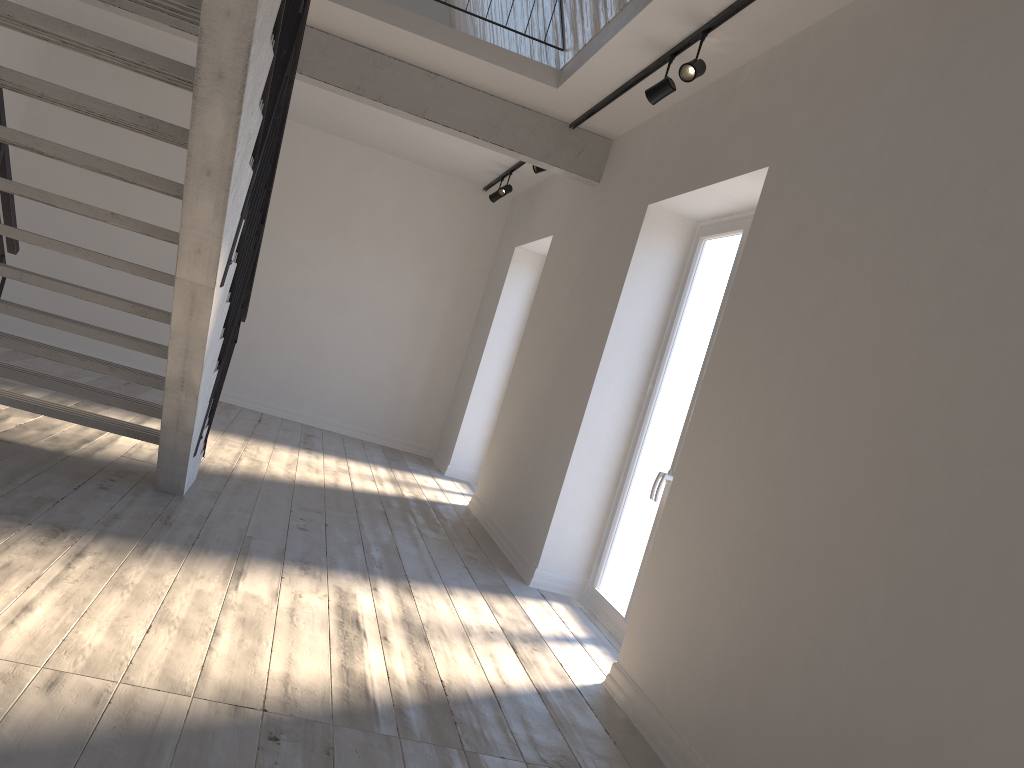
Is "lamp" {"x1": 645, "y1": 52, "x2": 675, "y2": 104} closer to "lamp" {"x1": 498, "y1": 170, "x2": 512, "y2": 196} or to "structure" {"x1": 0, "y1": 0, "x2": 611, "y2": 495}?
"structure" {"x1": 0, "y1": 0, "x2": 611, "y2": 495}

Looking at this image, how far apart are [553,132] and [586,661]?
3.75m

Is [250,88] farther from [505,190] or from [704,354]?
[505,190]

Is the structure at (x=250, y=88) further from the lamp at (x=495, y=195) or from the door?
the lamp at (x=495, y=195)

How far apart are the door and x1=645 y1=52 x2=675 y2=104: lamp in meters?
0.8 m

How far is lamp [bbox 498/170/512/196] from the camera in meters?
8.2 m

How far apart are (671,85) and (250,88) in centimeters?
234cm

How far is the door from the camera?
4.7m

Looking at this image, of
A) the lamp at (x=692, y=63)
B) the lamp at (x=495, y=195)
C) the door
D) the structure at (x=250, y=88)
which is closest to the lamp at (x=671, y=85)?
the lamp at (x=692, y=63)

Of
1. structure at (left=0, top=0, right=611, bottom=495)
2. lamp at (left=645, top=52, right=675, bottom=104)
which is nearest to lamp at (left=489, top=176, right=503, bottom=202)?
structure at (left=0, top=0, right=611, bottom=495)
